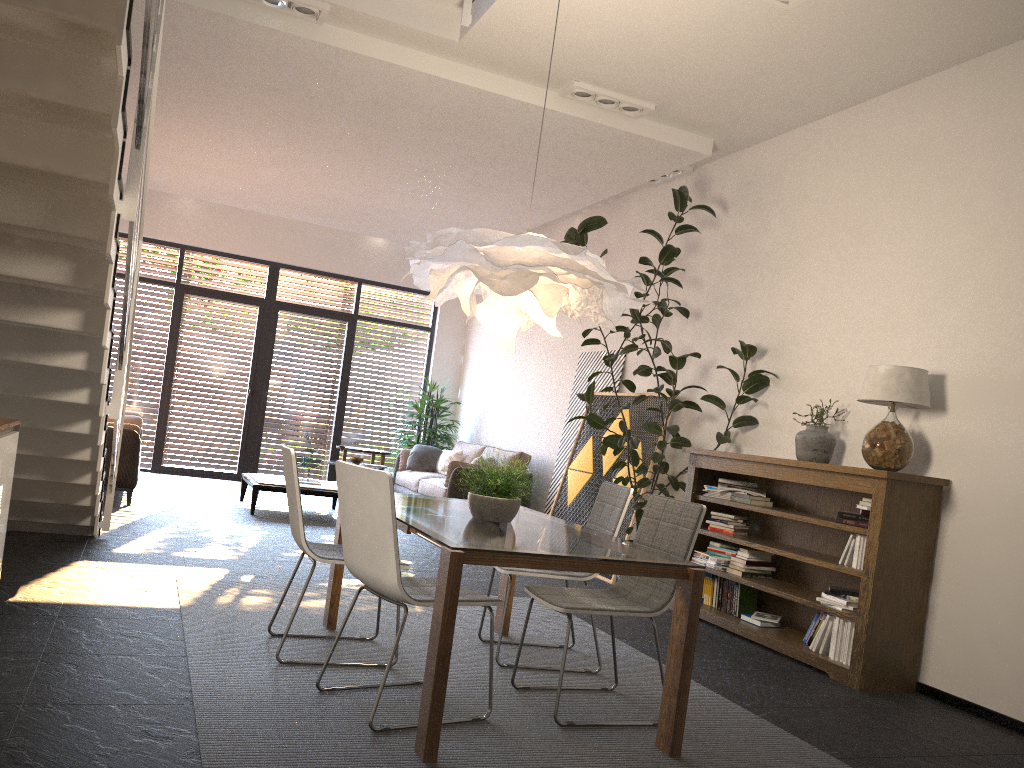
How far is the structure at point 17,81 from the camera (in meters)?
2.88

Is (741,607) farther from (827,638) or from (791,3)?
(791,3)

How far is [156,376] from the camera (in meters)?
11.24

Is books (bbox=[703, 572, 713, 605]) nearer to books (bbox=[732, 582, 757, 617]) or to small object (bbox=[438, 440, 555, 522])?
books (bbox=[732, 582, 757, 617])

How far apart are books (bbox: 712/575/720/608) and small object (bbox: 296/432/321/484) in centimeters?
454cm

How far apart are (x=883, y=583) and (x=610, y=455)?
3.4m

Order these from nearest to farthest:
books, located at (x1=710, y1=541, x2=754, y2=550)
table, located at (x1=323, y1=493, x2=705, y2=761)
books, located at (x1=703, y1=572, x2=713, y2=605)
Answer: table, located at (x1=323, y1=493, x2=705, y2=761)
books, located at (x1=710, y1=541, x2=754, y2=550)
books, located at (x1=703, y1=572, x2=713, y2=605)

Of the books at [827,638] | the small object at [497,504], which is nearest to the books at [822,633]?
the books at [827,638]

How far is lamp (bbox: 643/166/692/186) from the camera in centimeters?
763cm

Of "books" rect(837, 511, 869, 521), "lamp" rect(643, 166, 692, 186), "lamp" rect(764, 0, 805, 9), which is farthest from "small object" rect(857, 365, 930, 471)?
"lamp" rect(643, 166, 692, 186)
